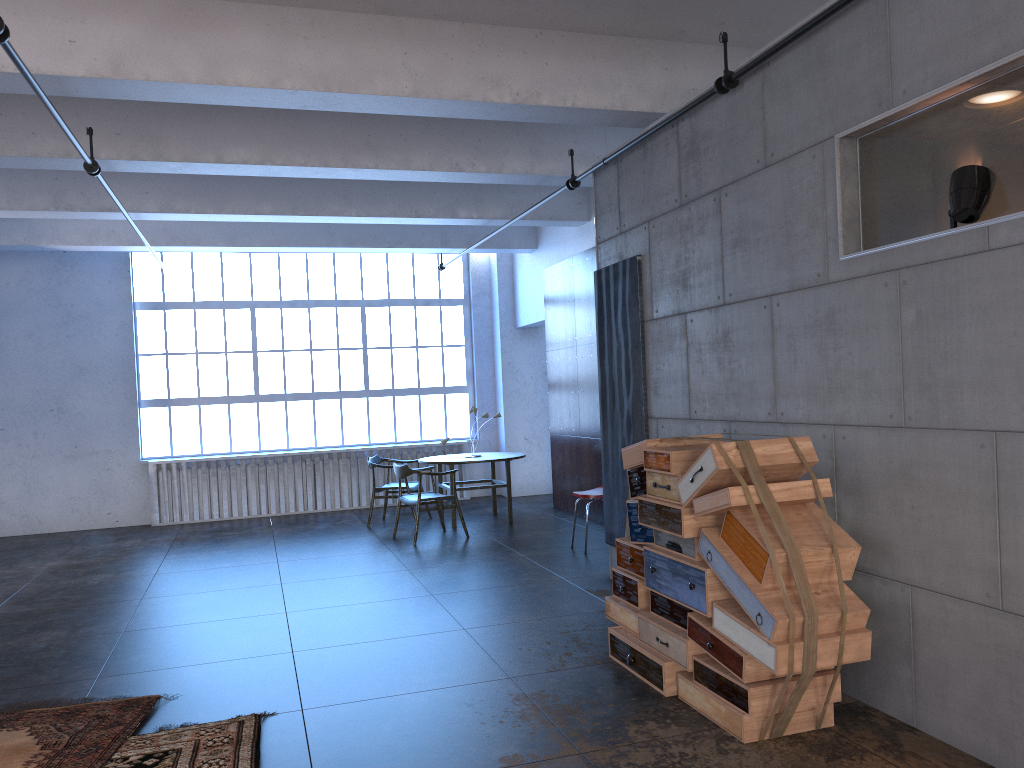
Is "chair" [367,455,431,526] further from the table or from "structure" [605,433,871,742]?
"structure" [605,433,871,742]

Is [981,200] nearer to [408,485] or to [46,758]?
[46,758]

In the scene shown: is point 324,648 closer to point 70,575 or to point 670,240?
point 670,240

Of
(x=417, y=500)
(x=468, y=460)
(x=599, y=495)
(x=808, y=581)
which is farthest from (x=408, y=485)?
(x=808, y=581)

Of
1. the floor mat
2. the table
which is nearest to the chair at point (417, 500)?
the table

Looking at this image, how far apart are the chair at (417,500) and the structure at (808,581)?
4.35m

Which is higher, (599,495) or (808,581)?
Result: (808,581)

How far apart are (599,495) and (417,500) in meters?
2.1

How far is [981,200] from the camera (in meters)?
3.45

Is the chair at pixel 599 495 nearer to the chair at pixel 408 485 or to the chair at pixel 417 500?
the chair at pixel 417 500
